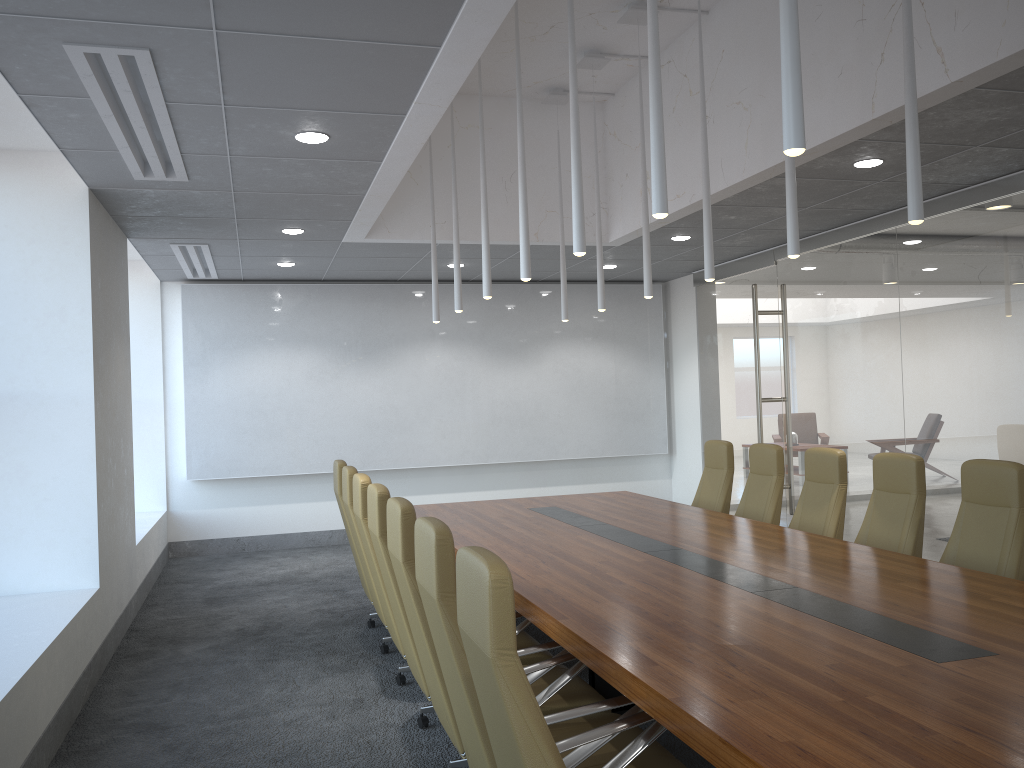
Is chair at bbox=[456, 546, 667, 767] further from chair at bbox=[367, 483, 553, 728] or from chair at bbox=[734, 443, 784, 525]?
chair at bbox=[734, 443, 784, 525]

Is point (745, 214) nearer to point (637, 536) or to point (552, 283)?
point (637, 536)

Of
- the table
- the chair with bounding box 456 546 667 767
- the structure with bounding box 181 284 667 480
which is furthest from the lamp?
the structure with bounding box 181 284 667 480

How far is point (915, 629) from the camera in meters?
3.5

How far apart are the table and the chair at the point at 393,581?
0.4m

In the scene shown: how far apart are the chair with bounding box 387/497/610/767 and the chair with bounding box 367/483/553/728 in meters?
0.3 m

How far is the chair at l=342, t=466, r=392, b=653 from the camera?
6.29m

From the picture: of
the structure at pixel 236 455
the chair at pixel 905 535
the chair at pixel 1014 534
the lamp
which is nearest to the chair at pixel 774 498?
the chair at pixel 905 535

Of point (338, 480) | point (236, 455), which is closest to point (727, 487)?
point (338, 480)

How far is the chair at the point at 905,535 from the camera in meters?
5.7
